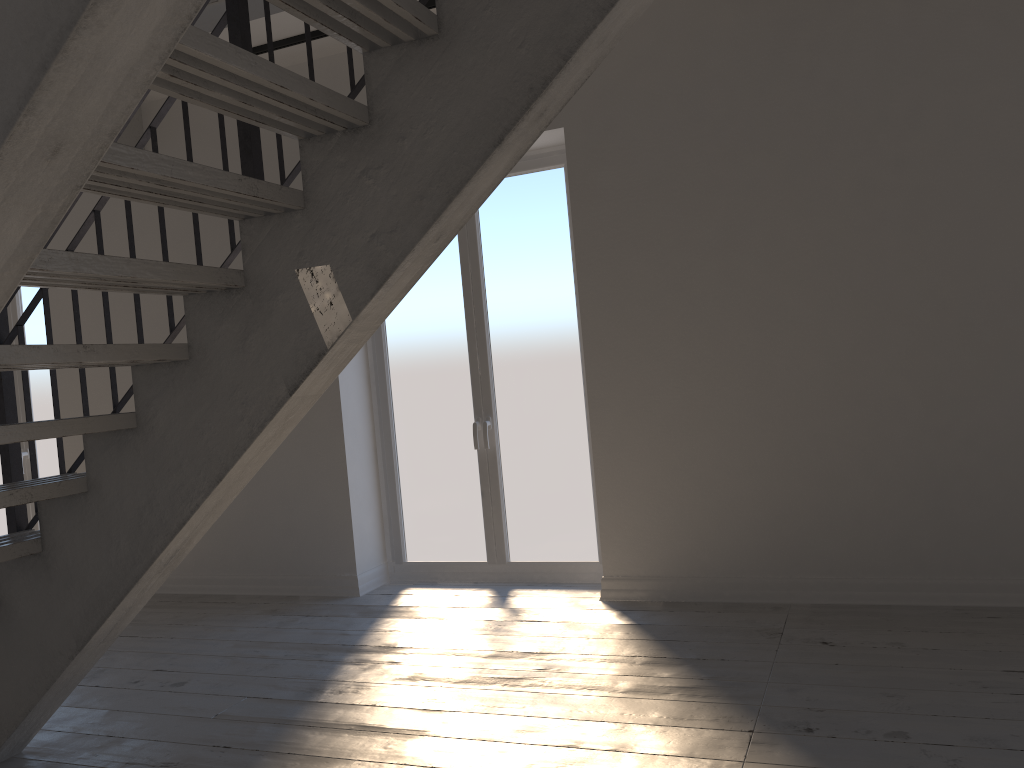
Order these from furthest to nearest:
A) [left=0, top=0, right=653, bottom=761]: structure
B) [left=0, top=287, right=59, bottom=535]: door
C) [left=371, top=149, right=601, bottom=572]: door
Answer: [left=0, top=287, right=59, bottom=535]: door, [left=371, top=149, right=601, bottom=572]: door, [left=0, top=0, right=653, bottom=761]: structure

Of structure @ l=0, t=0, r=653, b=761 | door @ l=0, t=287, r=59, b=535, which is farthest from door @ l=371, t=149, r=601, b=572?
door @ l=0, t=287, r=59, b=535

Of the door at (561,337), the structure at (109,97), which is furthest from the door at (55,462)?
the door at (561,337)

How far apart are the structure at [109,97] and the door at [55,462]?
1.6m

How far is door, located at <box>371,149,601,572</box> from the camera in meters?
4.8 m

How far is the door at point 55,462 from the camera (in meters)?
6.22

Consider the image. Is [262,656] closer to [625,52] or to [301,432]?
[301,432]

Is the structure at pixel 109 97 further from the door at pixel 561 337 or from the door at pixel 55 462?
the door at pixel 561 337

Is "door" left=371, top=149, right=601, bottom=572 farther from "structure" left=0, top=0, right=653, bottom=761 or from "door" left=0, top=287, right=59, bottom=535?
"door" left=0, top=287, right=59, bottom=535

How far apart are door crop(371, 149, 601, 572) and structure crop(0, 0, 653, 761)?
1.8 meters
